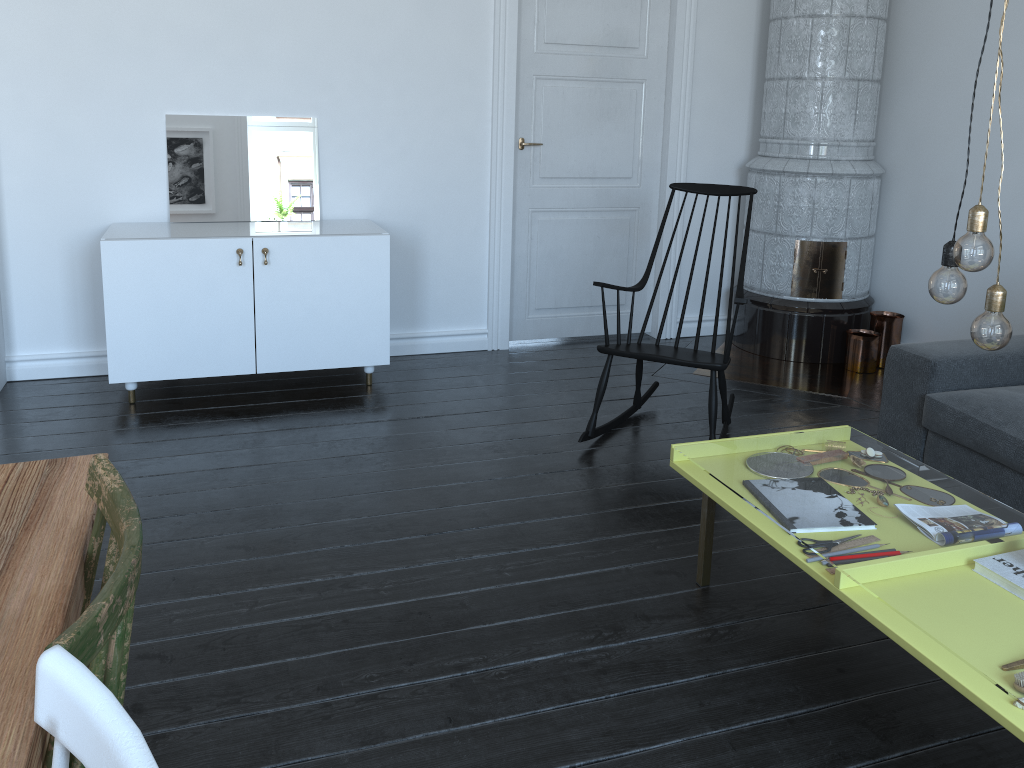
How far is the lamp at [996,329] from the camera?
1.72m

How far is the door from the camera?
4.6m

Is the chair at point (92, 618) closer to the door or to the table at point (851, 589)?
A: the table at point (851, 589)

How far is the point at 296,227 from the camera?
7.9m

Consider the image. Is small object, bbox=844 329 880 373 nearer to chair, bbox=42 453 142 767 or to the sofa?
the sofa

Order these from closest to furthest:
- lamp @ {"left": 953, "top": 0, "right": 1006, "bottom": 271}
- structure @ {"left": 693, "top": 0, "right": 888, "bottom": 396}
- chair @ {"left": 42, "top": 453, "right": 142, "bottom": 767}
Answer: chair @ {"left": 42, "top": 453, "right": 142, "bottom": 767}, lamp @ {"left": 953, "top": 0, "right": 1006, "bottom": 271}, structure @ {"left": 693, "top": 0, "right": 888, "bottom": 396}

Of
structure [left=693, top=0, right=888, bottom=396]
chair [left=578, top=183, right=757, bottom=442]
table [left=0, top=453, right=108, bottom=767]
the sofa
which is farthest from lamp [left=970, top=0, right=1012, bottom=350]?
structure [left=693, top=0, right=888, bottom=396]

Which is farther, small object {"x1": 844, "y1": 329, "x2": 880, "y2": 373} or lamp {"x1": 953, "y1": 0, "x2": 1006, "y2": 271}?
small object {"x1": 844, "y1": 329, "x2": 880, "y2": 373}

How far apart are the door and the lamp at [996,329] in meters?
3.1

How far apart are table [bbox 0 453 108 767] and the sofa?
2.7m
